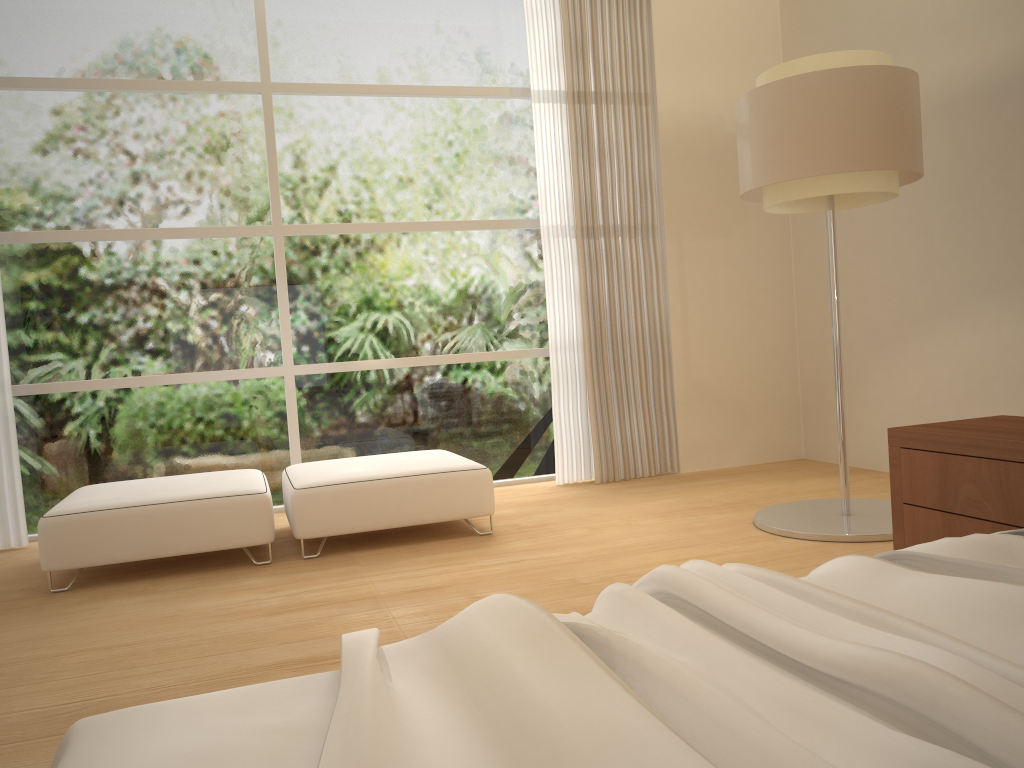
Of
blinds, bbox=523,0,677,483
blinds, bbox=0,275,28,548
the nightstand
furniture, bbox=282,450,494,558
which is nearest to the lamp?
the nightstand

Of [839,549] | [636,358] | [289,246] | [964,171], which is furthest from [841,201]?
[289,246]

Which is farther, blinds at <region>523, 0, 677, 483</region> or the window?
blinds at <region>523, 0, 677, 483</region>

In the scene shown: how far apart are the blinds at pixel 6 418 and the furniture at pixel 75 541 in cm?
69

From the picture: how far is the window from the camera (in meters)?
4.97

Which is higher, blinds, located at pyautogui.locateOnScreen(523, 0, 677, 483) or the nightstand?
blinds, located at pyautogui.locateOnScreen(523, 0, 677, 483)

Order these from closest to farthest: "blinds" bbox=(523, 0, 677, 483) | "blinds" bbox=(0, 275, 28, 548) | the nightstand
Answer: the nightstand, "blinds" bbox=(0, 275, 28, 548), "blinds" bbox=(523, 0, 677, 483)

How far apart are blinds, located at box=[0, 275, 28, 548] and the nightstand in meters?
4.3 m

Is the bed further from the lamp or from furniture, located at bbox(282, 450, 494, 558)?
furniture, located at bbox(282, 450, 494, 558)

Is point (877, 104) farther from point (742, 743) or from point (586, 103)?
point (742, 743)
